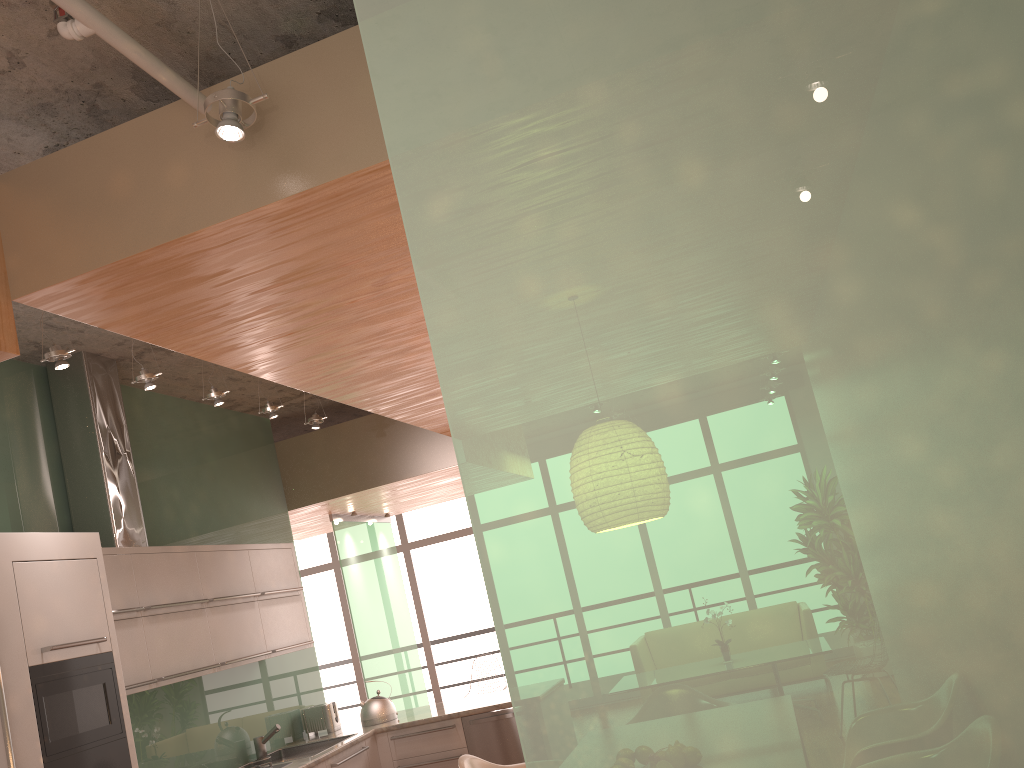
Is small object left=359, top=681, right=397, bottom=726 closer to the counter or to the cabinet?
the counter

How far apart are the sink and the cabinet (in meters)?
0.22

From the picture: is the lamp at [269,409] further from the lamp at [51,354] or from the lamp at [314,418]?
the lamp at [51,354]

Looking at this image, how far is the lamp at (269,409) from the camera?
5.30m

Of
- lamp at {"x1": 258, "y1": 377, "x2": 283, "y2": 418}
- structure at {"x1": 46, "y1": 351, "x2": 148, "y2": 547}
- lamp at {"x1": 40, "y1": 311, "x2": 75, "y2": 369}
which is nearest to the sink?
structure at {"x1": 46, "y1": 351, "x2": 148, "y2": 547}

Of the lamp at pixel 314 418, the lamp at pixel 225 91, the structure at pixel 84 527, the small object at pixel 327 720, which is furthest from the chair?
the lamp at pixel 225 91

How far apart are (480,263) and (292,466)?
6.2 meters

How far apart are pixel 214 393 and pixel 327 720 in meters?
2.7 m

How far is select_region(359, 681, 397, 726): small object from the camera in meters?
6.1 m

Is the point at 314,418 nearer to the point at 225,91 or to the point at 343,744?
the point at 343,744
